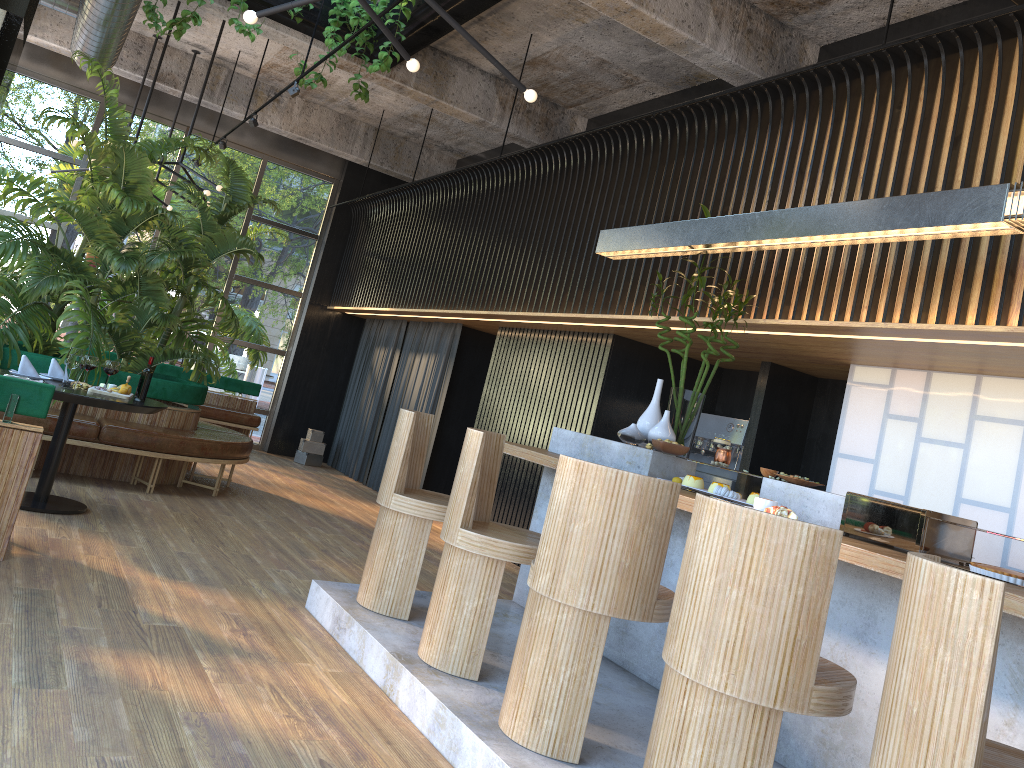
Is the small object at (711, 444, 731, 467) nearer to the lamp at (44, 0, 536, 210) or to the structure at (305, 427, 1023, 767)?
the structure at (305, 427, 1023, 767)

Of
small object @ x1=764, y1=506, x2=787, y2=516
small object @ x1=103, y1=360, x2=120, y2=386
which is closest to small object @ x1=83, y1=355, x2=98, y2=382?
small object @ x1=103, y1=360, x2=120, y2=386

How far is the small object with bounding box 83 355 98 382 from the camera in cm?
284

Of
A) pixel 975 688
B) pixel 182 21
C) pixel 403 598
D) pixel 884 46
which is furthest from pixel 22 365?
pixel 975 688

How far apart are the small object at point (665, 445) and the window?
8.5m

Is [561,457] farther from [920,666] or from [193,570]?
[193,570]

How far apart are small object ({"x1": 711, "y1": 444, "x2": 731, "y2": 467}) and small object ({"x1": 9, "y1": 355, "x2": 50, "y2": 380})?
4.3m

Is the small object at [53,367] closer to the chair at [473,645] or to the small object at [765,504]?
the chair at [473,645]

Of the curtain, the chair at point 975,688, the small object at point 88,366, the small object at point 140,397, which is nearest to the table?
the small object at point 140,397

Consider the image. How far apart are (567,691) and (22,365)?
4.42m
